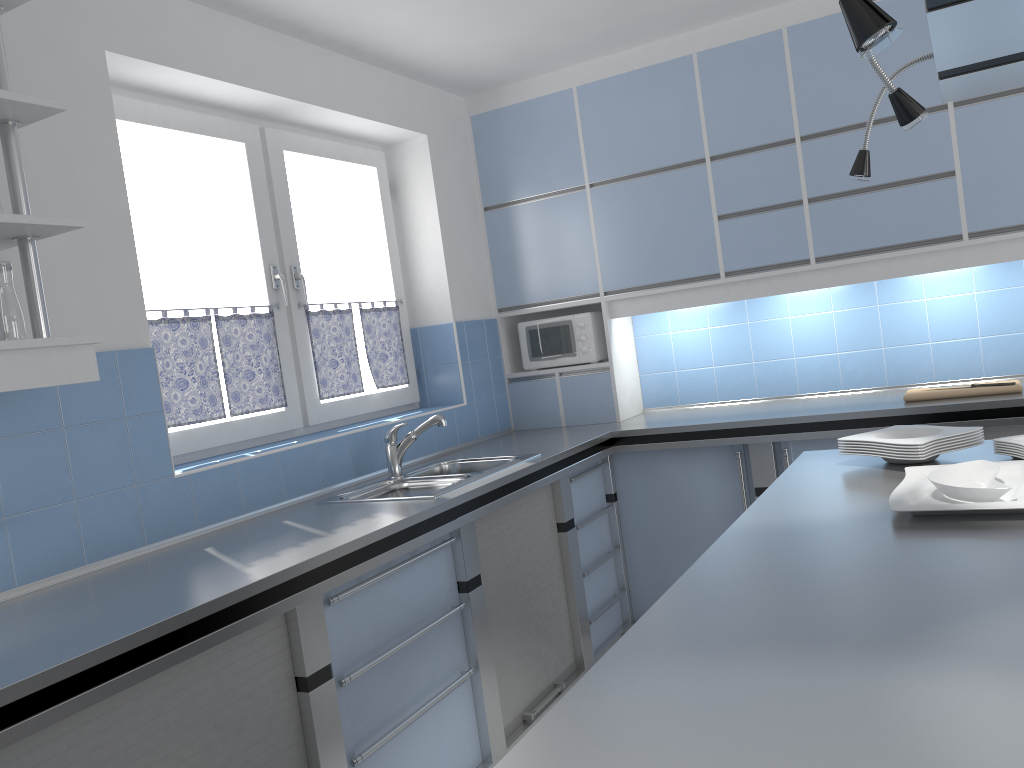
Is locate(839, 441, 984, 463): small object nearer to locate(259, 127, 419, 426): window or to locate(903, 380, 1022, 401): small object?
locate(903, 380, 1022, 401): small object

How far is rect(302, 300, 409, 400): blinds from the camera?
3.72m

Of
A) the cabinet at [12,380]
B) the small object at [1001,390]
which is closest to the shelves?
the cabinet at [12,380]

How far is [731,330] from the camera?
4.44m

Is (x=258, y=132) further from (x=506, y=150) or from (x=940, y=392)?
(x=940, y=392)

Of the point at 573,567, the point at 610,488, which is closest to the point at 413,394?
the point at 610,488

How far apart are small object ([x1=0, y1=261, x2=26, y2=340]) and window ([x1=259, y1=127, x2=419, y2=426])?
1.6m

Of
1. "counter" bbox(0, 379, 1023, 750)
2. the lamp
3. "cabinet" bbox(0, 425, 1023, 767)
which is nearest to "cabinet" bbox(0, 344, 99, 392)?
"counter" bbox(0, 379, 1023, 750)

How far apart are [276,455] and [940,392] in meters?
→ 2.6 m

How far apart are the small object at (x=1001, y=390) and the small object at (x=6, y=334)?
3.16m
